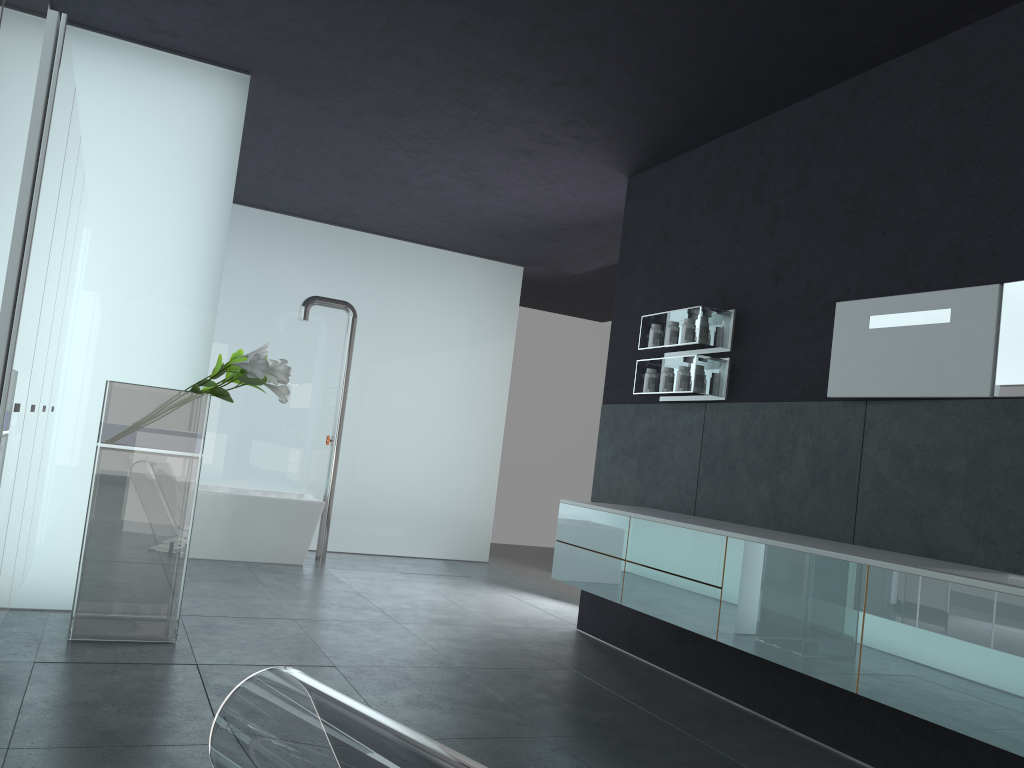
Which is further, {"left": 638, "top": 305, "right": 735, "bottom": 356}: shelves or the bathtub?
the bathtub

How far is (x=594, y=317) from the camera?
14.6 meters

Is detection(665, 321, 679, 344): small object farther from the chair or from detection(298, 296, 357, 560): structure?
the chair

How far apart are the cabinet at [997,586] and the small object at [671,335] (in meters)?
1.22

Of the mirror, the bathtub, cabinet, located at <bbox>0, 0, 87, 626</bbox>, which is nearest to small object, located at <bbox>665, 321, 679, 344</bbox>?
the mirror

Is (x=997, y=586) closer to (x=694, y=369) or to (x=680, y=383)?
(x=694, y=369)

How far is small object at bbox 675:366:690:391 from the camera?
6.03m

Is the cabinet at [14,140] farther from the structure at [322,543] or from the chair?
the structure at [322,543]

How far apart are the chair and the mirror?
3.54m

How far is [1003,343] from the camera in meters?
4.1
